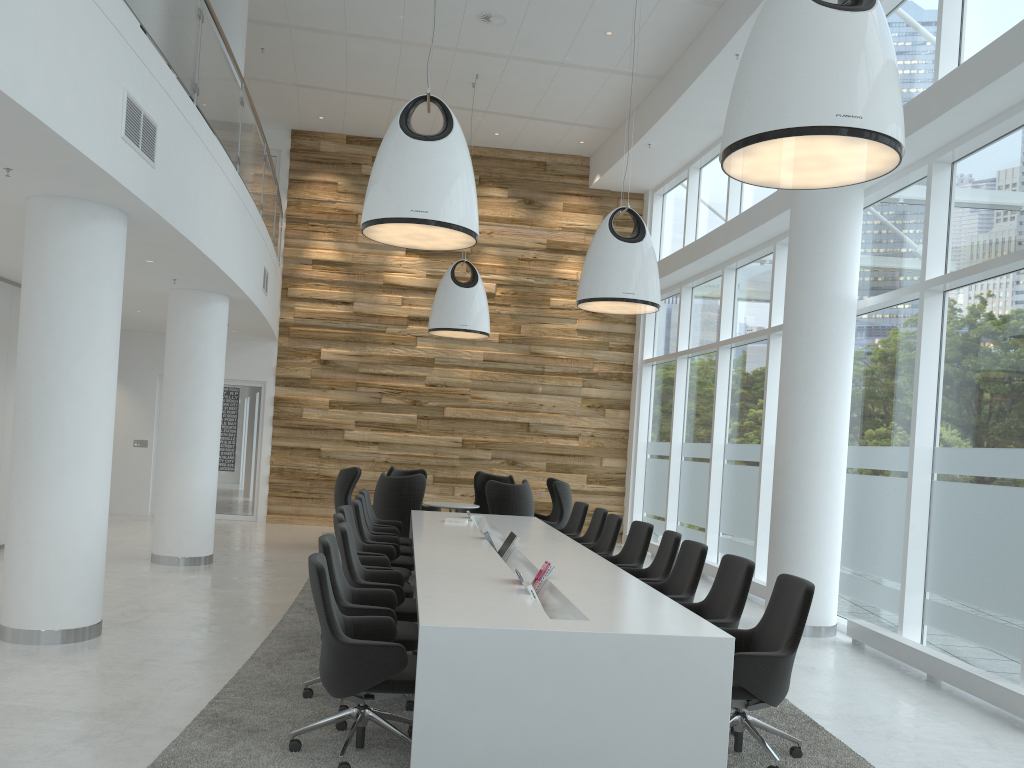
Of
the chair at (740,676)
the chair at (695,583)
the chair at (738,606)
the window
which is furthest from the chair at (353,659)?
the window

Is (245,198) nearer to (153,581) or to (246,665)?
(153,581)

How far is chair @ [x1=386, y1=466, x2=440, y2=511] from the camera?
13.4 meters

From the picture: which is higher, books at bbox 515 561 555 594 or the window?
the window

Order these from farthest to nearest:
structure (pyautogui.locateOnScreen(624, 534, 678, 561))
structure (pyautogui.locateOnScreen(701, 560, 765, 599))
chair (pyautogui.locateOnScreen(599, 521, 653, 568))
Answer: structure (pyautogui.locateOnScreen(624, 534, 678, 561))
structure (pyautogui.locateOnScreen(701, 560, 765, 599))
chair (pyautogui.locateOnScreen(599, 521, 653, 568))

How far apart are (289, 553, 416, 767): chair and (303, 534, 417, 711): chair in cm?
24

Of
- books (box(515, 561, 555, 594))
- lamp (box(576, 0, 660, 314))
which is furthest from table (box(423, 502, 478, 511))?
books (box(515, 561, 555, 594))

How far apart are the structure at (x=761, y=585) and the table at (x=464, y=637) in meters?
2.6

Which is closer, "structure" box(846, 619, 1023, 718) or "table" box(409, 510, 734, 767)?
"table" box(409, 510, 734, 767)

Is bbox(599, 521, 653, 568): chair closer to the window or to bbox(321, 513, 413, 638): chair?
bbox(321, 513, 413, 638): chair
